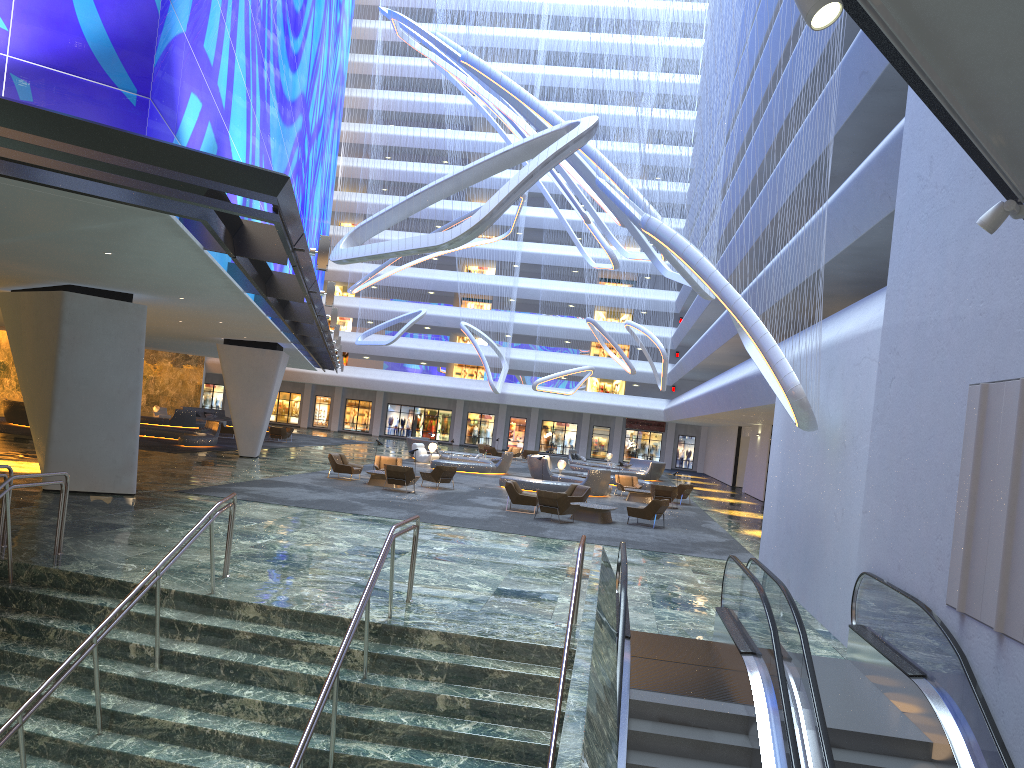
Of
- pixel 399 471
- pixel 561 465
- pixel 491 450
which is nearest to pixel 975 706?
pixel 399 471

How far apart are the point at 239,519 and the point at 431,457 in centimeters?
2309cm

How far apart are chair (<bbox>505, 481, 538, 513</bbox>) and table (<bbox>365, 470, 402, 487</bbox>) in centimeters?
459cm

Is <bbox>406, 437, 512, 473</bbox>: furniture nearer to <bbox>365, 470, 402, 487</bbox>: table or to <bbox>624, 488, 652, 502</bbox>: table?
<bbox>624, 488, 652, 502</bbox>: table

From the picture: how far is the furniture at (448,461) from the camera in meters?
36.7 m

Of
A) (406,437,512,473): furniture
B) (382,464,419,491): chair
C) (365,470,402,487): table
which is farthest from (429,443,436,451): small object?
(382,464,419,491): chair

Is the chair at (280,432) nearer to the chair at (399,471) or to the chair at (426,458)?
the chair at (426,458)

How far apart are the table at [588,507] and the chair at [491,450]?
26.6 meters

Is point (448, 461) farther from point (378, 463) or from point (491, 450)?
point (491, 450)

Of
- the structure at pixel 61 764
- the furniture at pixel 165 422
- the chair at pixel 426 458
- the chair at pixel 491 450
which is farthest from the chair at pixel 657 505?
the furniture at pixel 165 422
